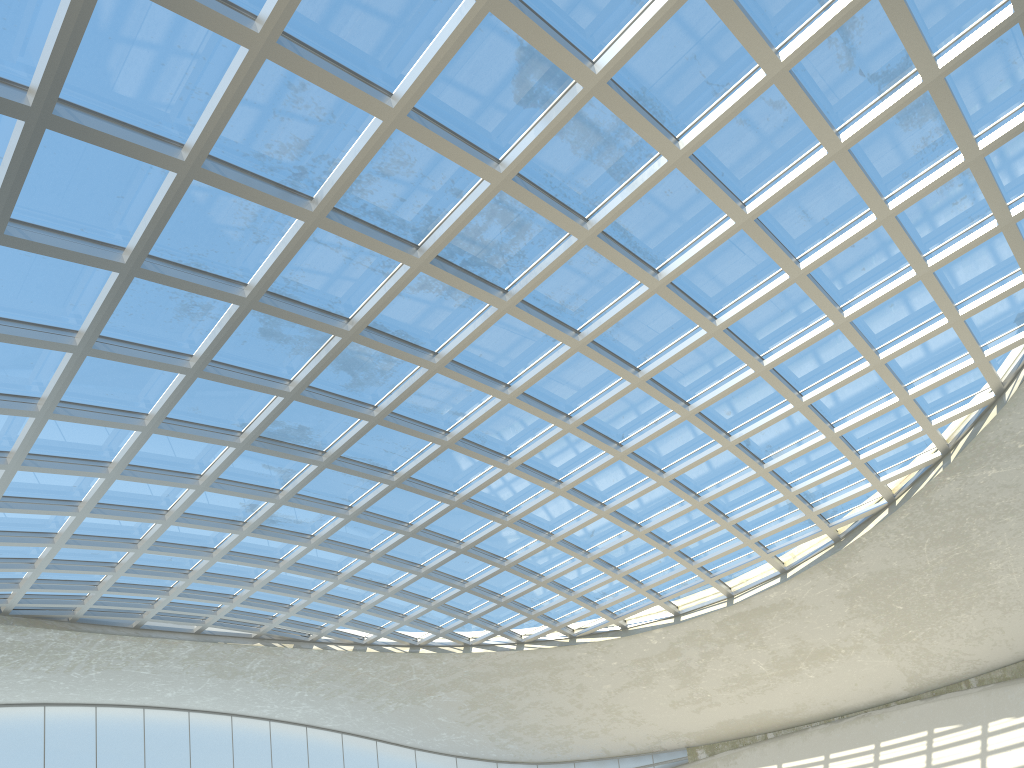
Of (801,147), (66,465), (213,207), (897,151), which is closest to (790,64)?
(801,147)
